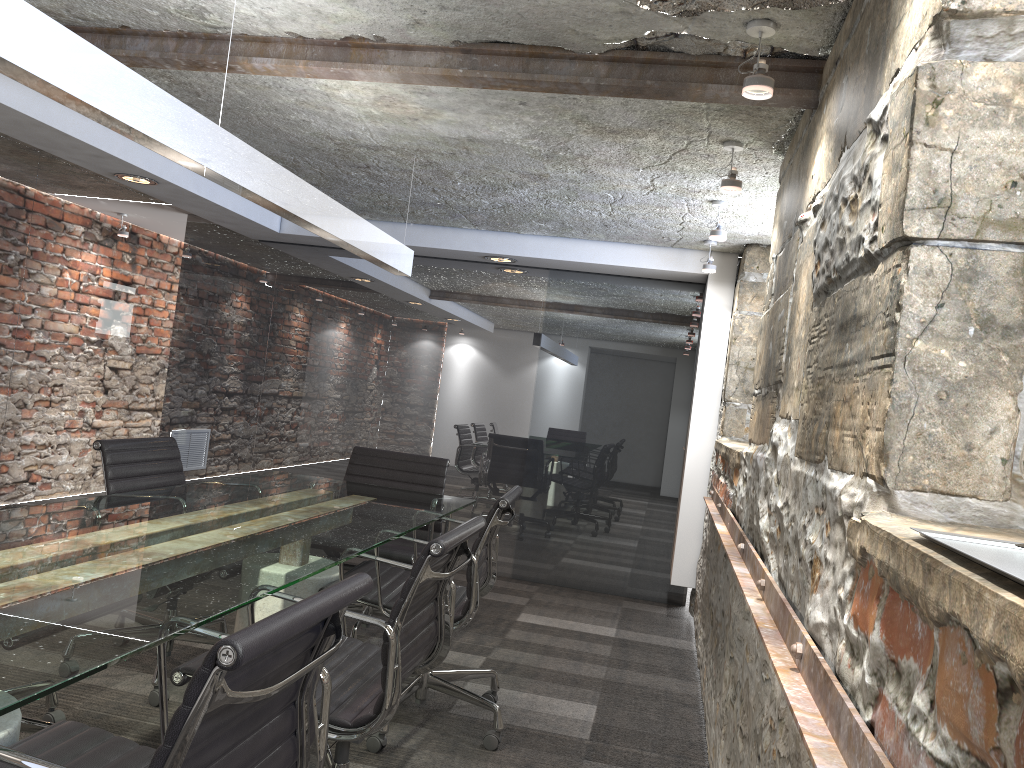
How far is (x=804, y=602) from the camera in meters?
1.6 m

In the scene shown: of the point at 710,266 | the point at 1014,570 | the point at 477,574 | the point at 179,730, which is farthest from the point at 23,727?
the point at 710,266

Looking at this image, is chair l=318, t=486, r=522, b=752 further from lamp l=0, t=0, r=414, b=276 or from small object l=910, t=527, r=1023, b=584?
small object l=910, t=527, r=1023, b=584

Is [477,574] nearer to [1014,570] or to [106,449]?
[106,449]

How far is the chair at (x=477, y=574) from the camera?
2.83m

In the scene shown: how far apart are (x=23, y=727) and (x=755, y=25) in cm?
261

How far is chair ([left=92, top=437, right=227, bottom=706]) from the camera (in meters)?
3.10

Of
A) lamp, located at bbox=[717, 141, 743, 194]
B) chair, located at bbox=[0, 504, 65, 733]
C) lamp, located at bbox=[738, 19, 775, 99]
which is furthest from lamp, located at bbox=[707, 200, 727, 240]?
chair, located at bbox=[0, 504, 65, 733]

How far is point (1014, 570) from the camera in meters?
0.7 m

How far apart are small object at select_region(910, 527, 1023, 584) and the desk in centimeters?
109cm
